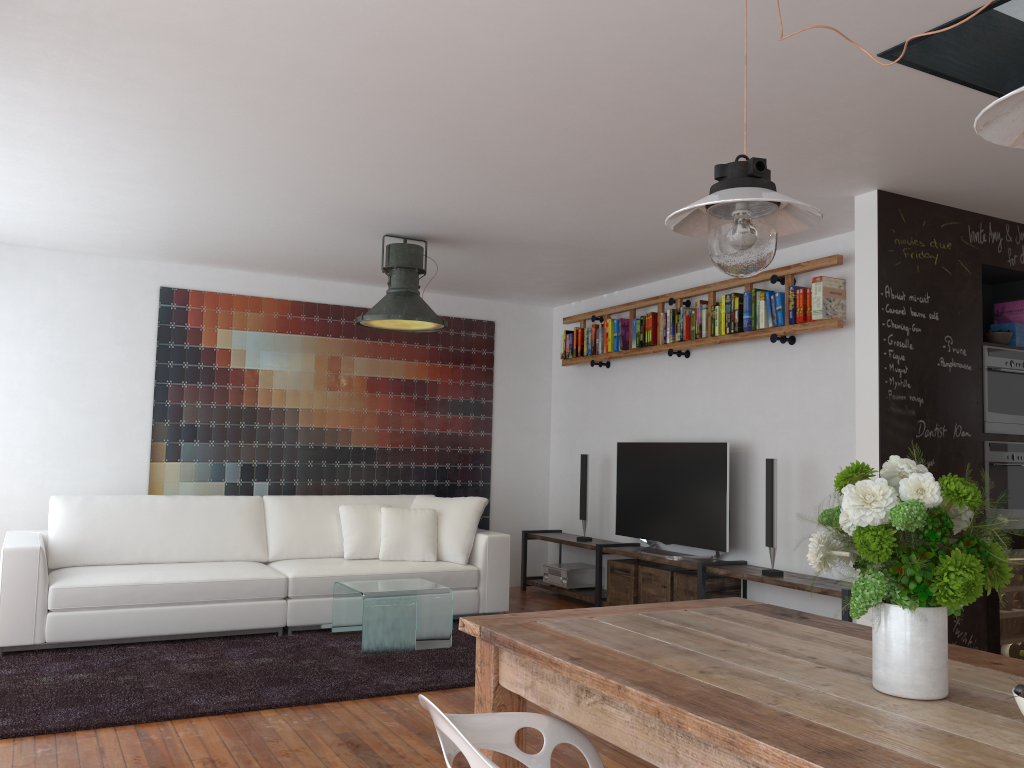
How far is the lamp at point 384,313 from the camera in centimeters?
530cm

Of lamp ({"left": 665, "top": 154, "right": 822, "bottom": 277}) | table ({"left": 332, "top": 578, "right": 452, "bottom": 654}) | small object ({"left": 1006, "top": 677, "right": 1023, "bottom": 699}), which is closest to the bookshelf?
table ({"left": 332, "top": 578, "right": 452, "bottom": 654})

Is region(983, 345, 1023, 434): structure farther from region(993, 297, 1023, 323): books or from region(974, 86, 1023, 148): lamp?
region(974, 86, 1023, 148): lamp

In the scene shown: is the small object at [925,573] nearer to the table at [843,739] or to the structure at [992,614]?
the table at [843,739]

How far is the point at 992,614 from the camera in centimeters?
457cm

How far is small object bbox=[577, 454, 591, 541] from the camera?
7.0 meters

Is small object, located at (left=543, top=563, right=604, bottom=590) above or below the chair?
below

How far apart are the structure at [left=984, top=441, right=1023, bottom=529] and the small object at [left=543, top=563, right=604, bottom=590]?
3.2m

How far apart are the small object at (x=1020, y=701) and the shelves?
3.4 meters

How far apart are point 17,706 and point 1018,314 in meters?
5.4 m
